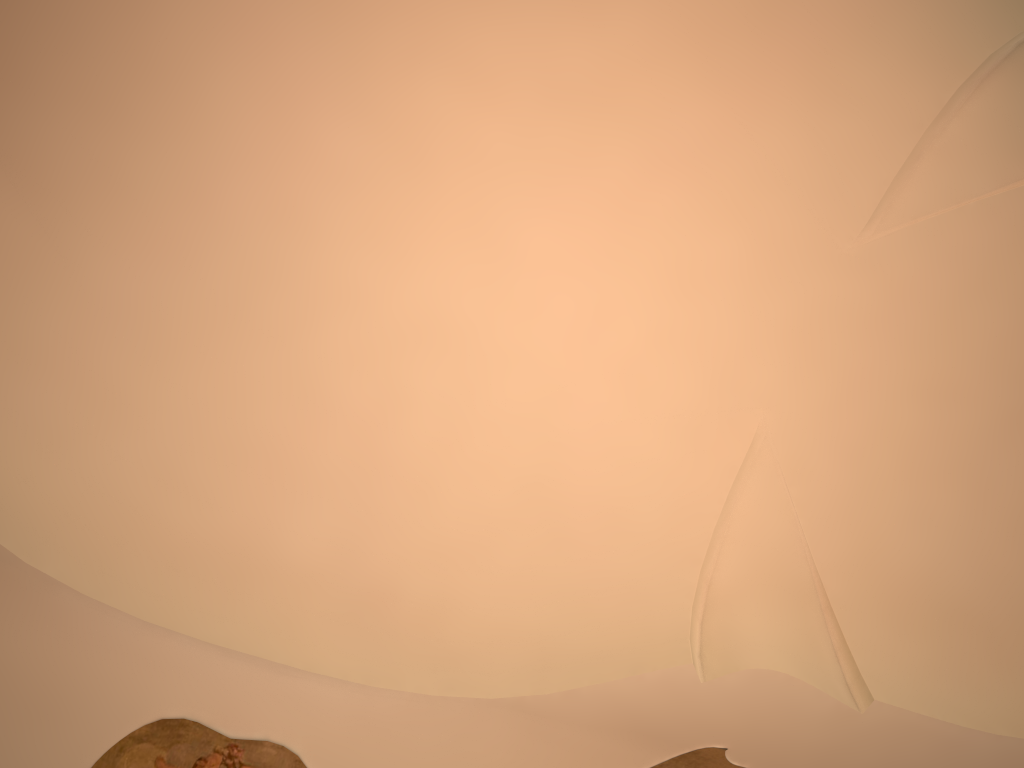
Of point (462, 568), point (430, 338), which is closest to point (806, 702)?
point (462, 568)

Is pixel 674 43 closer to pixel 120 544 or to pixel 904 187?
pixel 904 187
